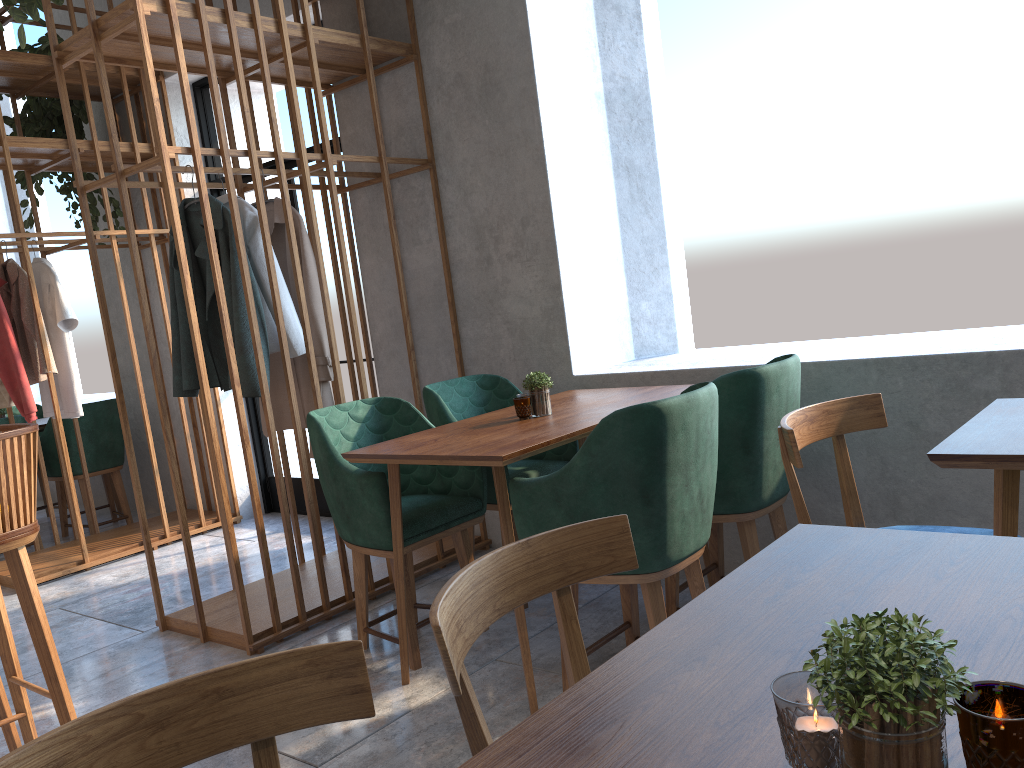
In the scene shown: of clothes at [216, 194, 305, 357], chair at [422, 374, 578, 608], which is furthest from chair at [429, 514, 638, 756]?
clothes at [216, 194, 305, 357]

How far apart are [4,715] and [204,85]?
4.08m

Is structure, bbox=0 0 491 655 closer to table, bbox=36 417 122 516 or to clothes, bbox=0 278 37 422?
clothes, bbox=0 278 37 422

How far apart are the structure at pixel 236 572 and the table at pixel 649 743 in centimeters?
232cm

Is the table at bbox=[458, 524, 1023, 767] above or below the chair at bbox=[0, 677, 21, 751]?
above

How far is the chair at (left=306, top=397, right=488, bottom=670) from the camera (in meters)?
2.78

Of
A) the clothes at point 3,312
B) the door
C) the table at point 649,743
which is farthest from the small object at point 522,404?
the clothes at point 3,312

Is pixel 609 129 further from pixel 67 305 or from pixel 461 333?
pixel 67 305

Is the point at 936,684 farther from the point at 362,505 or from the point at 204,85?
the point at 204,85

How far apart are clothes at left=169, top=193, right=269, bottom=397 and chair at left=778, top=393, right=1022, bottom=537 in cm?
201
